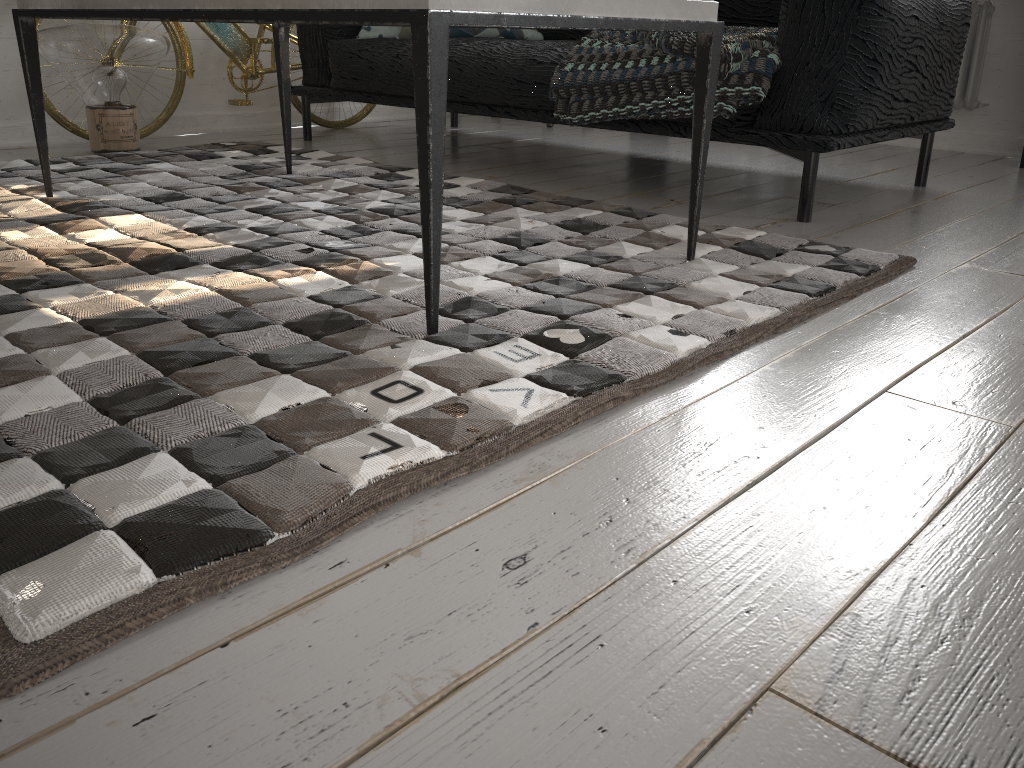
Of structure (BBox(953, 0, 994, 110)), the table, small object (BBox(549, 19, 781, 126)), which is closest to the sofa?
small object (BBox(549, 19, 781, 126))

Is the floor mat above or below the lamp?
below

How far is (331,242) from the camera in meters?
1.8 m

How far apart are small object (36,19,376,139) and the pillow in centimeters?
47cm

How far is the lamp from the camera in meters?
2.8

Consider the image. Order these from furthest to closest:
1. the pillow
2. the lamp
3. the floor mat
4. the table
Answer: the pillow, the lamp, the table, the floor mat

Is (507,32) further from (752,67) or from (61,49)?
(61,49)

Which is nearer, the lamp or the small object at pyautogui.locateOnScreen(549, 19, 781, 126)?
the small object at pyautogui.locateOnScreen(549, 19, 781, 126)

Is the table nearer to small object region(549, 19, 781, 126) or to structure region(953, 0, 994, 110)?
small object region(549, 19, 781, 126)

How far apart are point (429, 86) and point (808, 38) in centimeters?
130cm
